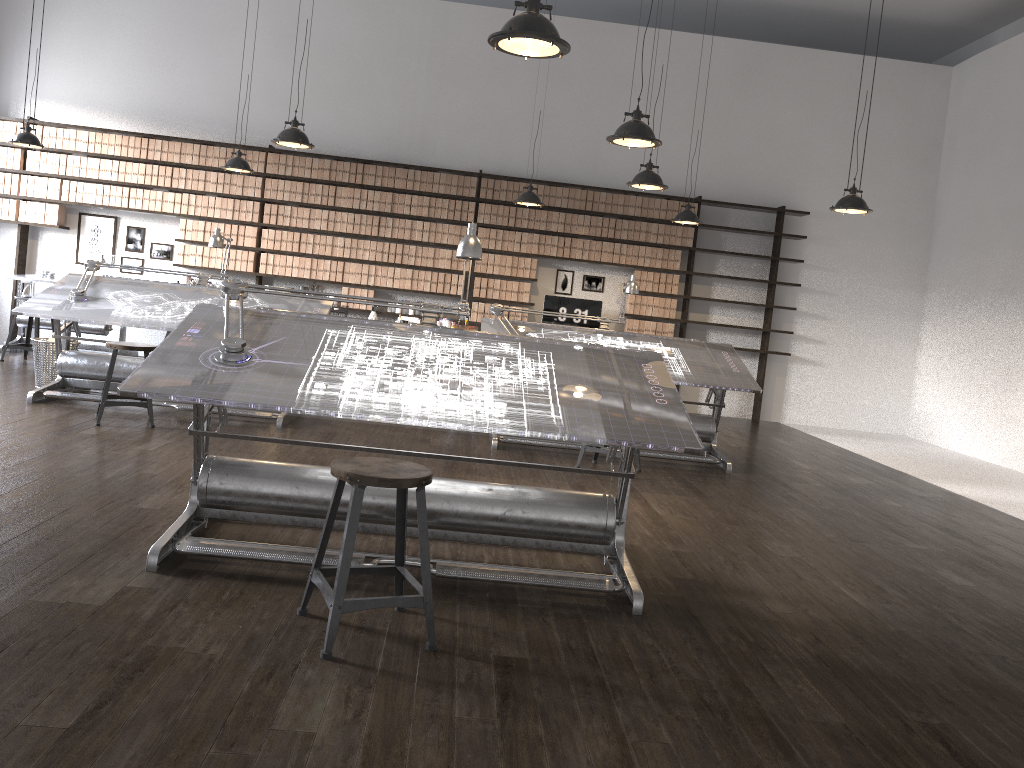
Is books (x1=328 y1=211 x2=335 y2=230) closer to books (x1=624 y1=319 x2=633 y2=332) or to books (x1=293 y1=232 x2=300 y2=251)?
books (x1=293 y1=232 x2=300 y2=251)

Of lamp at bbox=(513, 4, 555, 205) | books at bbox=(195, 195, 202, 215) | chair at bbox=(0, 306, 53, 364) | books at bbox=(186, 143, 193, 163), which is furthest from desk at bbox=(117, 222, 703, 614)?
books at bbox=(186, 143, 193, 163)

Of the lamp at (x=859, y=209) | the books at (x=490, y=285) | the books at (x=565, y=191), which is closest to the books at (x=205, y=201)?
the books at (x=490, y=285)

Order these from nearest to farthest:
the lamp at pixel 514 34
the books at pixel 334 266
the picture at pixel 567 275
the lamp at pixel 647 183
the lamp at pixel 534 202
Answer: the lamp at pixel 514 34, the lamp at pixel 647 183, the lamp at pixel 534 202, the books at pixel 334 266, the picture at pixel 567 275

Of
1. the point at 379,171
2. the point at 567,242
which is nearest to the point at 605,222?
the point at 567,242

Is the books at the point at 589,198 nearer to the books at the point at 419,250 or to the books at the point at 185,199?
the books at the point at 419,250

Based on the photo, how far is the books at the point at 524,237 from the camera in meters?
9.8 m

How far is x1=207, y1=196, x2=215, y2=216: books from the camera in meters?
9.6 m

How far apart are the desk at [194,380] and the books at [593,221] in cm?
606

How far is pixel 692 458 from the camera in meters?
6.5
